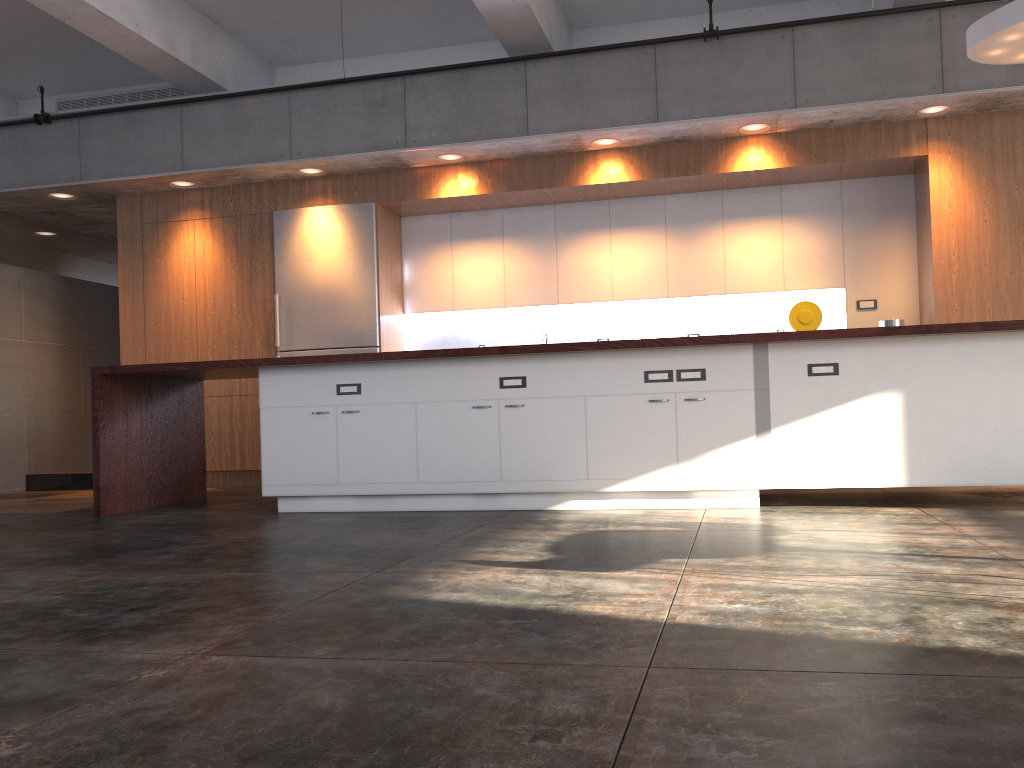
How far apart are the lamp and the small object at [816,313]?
2.22m

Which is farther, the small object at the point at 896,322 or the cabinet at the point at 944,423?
the small object at the point at 896,322

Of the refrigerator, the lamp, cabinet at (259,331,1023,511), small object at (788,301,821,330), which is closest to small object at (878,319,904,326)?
small object at (788,301,821,330)

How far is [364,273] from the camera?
7.69m

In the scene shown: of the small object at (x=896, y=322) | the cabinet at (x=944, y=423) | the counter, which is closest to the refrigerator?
the counter

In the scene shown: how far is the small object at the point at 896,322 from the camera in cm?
678

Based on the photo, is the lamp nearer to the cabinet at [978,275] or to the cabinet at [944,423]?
the cabinet at [978,275]

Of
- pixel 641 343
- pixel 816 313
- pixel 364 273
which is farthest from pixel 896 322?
pixel 364 273

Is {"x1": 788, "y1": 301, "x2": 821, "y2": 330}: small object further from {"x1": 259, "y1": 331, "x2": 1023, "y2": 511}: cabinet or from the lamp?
{"x1": 259, "y1": 331, "x2": 1023, "y2": 511}: cabinet

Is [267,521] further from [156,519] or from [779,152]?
[779,152]
